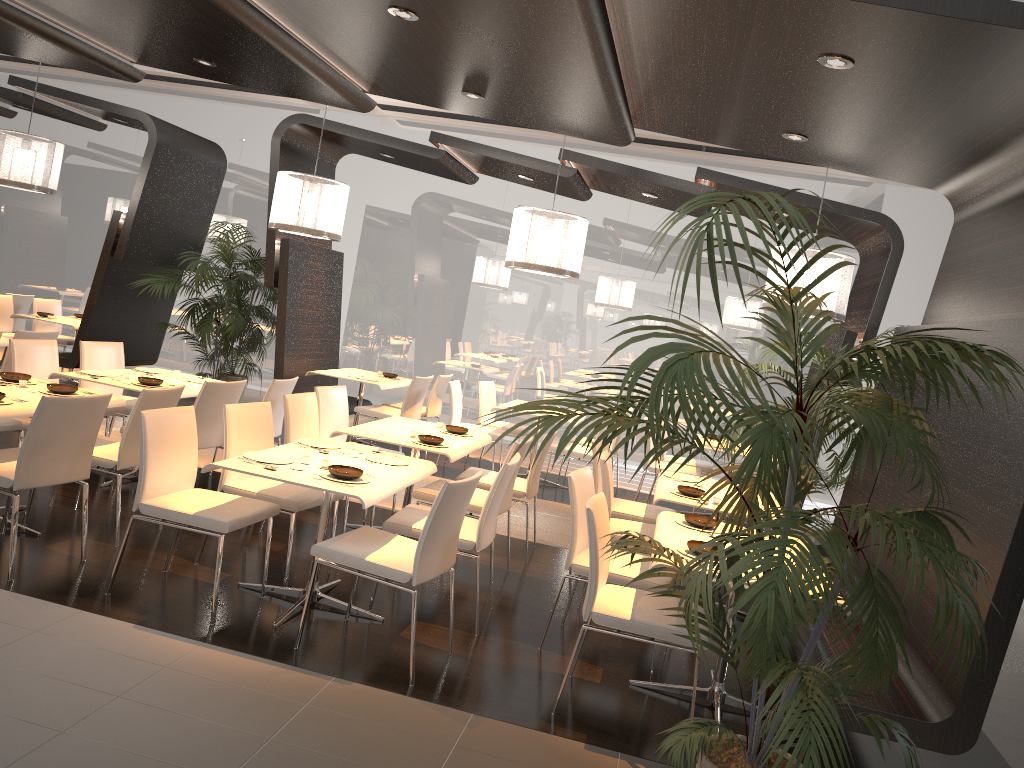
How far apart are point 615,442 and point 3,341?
5.47m

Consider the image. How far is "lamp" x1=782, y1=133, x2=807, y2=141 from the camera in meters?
5.4

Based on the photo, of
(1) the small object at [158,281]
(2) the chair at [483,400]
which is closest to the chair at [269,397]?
(1) the small object at [158,281]

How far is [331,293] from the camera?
9.63m

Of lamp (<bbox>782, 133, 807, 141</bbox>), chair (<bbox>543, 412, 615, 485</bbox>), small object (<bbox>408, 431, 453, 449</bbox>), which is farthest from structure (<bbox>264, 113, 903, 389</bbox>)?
small object (<bbox>408, 431, 453, 449</bbox>)

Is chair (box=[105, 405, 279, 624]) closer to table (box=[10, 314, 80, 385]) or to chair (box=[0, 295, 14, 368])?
table (box=[10, 314, 80, 385])

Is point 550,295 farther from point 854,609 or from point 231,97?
point 854,609

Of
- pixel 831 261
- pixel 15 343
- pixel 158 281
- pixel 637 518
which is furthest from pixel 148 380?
pixel 831 261

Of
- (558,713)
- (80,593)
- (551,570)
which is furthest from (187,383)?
(558,713)

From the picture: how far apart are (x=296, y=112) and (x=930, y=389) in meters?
10.3 m
